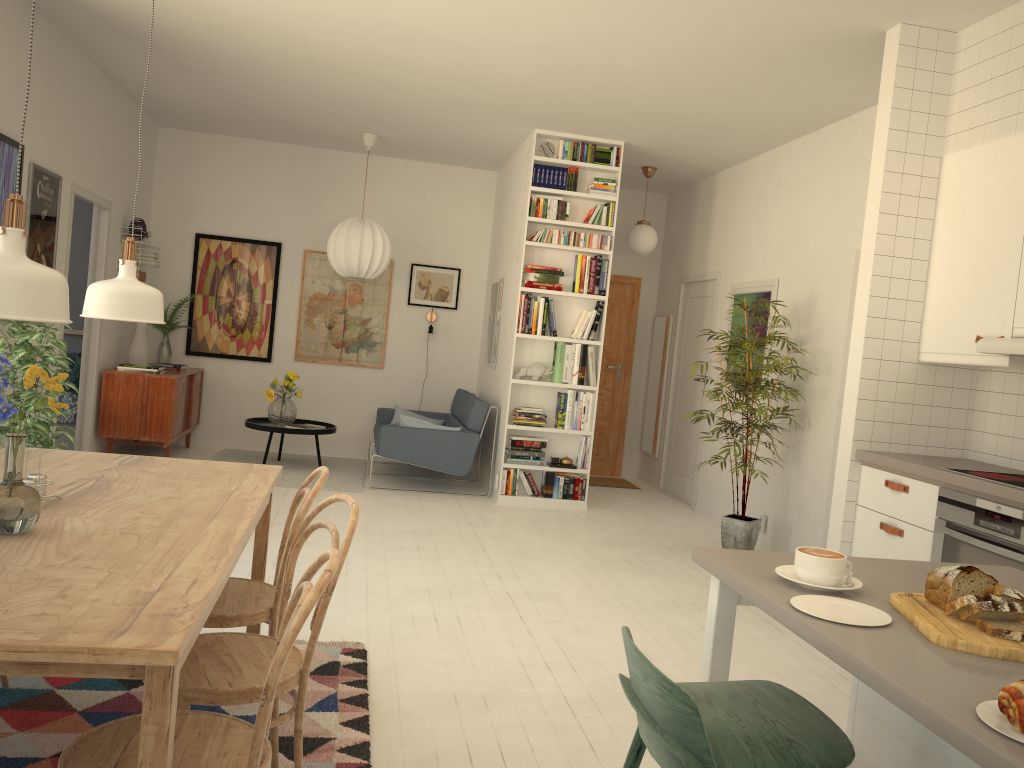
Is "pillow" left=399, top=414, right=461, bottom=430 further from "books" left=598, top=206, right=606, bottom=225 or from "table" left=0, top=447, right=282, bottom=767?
"table" left=0, top=447, right=282, bottom=767

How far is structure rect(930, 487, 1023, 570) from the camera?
3.1 meters

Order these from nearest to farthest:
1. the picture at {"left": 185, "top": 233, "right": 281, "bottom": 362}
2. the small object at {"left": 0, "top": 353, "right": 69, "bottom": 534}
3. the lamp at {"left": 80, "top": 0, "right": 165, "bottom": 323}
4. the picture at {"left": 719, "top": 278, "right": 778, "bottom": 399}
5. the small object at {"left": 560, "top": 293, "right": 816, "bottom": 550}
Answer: the small object at {"left": 0, "top": 353, "right": 69, "bottom": 534} < the lamp at {"left": 80, "top": 0, "right": 165, "bottom": 323} < the small object at {"left": 560, "top": 293, "right": 816, "bottom": 550} < the picture at {"left": 719, "top": 278, "right": 778, "bottom": 399} < the picture at {"left": 185, "top": 233, "right": 281, "bottom": 362}

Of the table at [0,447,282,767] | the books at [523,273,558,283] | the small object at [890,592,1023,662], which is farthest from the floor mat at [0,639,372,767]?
the books at [523,273,558,283]

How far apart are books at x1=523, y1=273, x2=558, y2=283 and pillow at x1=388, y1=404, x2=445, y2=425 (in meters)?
2.13

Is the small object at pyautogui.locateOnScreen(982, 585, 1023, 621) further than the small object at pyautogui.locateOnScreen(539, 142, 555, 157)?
No

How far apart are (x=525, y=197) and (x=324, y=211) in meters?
2.4 m

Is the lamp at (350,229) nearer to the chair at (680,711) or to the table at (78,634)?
the table at (78,634)

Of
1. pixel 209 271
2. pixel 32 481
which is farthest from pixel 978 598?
pixel 209 271

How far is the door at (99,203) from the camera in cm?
655
